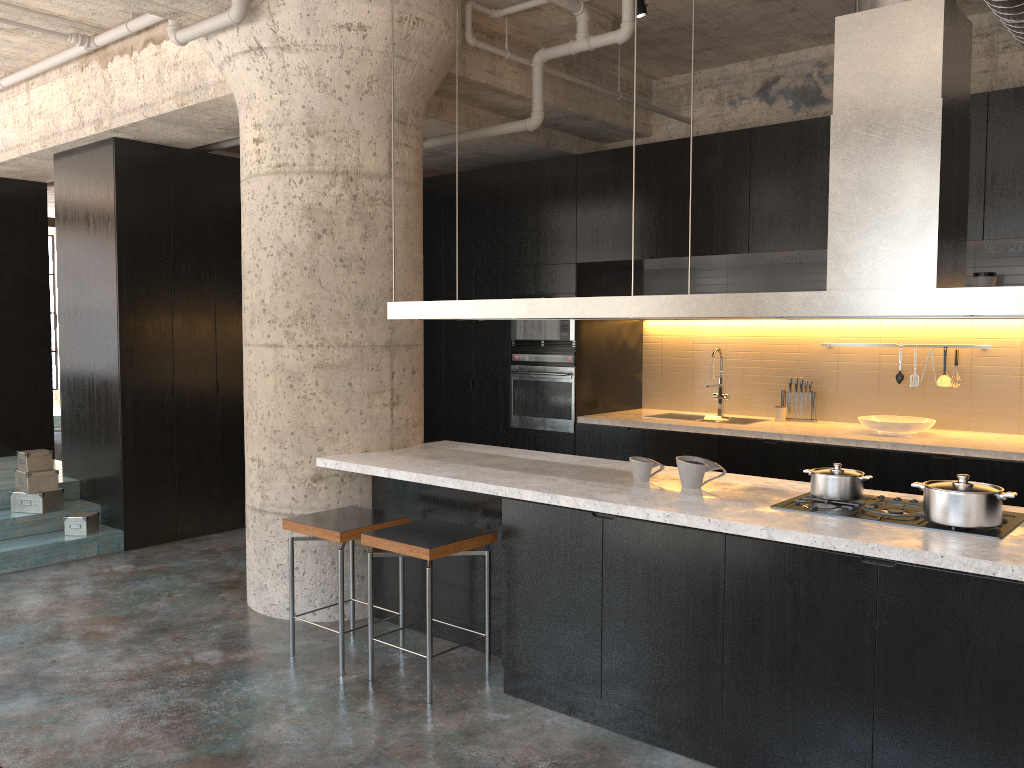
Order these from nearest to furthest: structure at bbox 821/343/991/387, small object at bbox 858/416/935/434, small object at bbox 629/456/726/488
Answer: small object at bbox 629/456/726/488 → small object at bbox 858/416/935/434 → structure at bbox 821/343/991/387

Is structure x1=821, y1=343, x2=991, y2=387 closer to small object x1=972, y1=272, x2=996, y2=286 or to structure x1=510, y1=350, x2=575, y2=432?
small object x1=972, y1=272, x2=996, y2=286

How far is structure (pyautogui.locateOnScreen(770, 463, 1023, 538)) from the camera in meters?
3.1

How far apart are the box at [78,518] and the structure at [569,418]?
3.3m

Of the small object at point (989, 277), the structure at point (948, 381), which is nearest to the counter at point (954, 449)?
the structure at point (948, 381)

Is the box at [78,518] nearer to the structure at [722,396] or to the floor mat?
the floor mat

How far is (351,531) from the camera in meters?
4.2 m

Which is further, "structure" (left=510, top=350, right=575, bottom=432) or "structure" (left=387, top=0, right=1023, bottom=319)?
"structure" (left=510, top=350, right=575, bottom=432)

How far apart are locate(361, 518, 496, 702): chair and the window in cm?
1241

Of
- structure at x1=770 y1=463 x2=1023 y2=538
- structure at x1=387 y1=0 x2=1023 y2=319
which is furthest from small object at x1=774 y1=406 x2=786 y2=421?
structure at x1=387 y1=0 x2=1023 y2=319
